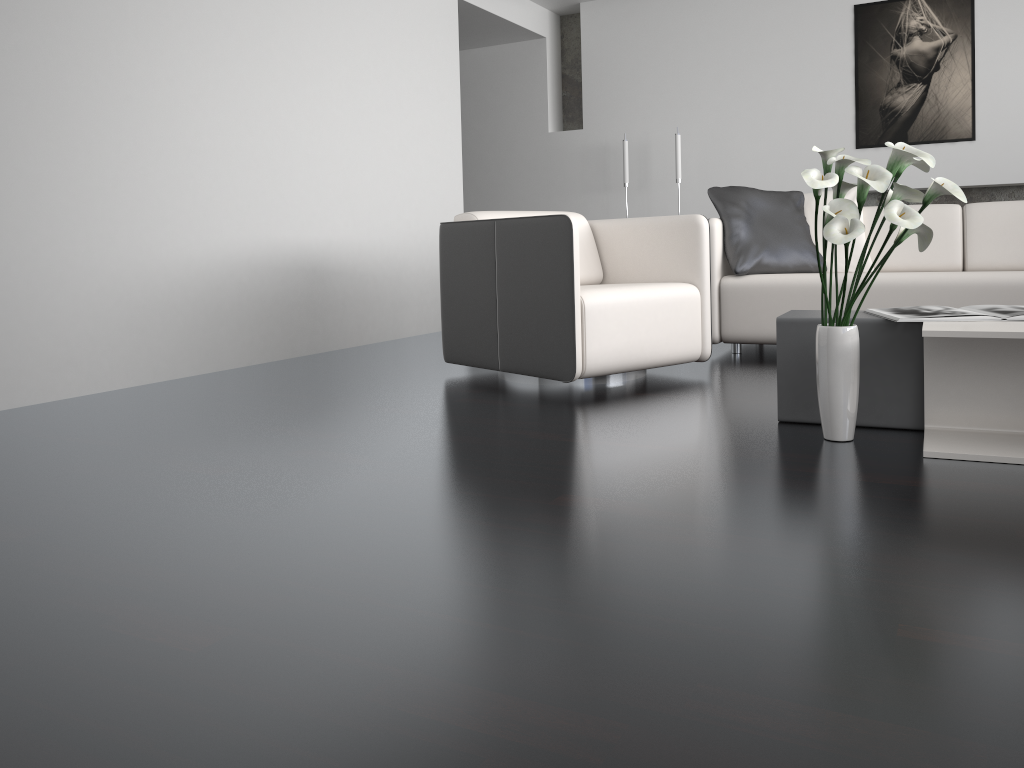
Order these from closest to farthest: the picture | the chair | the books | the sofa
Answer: the books
the chair
the sofa
the picture

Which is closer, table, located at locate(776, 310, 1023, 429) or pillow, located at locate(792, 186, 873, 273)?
table, located at locate(776, 310, 1023, 429)

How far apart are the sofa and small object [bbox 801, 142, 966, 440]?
1.55m

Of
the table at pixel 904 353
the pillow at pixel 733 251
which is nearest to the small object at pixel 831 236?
the table at pixel 904 353

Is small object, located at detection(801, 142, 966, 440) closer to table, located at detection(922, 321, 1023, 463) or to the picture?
table, located at detection(922, 321, 1023, 463)

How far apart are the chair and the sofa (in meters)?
0.53

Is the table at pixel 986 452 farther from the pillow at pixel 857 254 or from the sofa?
the pillow at pixel 857 254

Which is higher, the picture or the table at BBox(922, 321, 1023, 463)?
the picture

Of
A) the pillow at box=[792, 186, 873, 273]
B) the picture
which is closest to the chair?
the pillow at box=[792, 186, 873, 273]

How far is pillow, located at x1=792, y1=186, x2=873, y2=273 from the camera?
4.3 meters
